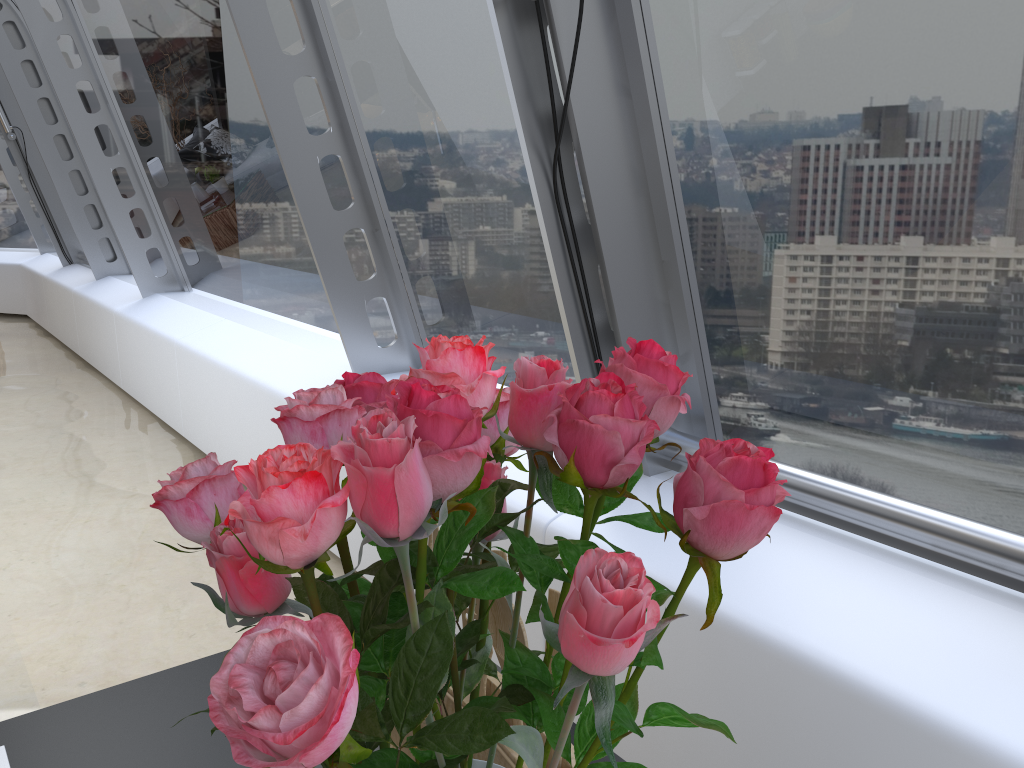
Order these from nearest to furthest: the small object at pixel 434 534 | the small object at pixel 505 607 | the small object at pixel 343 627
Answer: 1. the small object at pixel 343 627
2. the small object at pixel 505 607
3. the small object at pixel 434 534

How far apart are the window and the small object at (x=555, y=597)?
1.22m

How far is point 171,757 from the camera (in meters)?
1.08

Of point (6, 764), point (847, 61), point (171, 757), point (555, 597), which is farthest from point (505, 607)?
point (847, 61)

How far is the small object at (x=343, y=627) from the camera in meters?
0.3

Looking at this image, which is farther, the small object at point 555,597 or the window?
the window

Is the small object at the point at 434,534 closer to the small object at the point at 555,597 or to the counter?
the small object at the point at 555,597

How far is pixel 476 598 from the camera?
0.91m

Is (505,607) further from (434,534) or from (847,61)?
(847,61)

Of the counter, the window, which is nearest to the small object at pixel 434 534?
the counter
